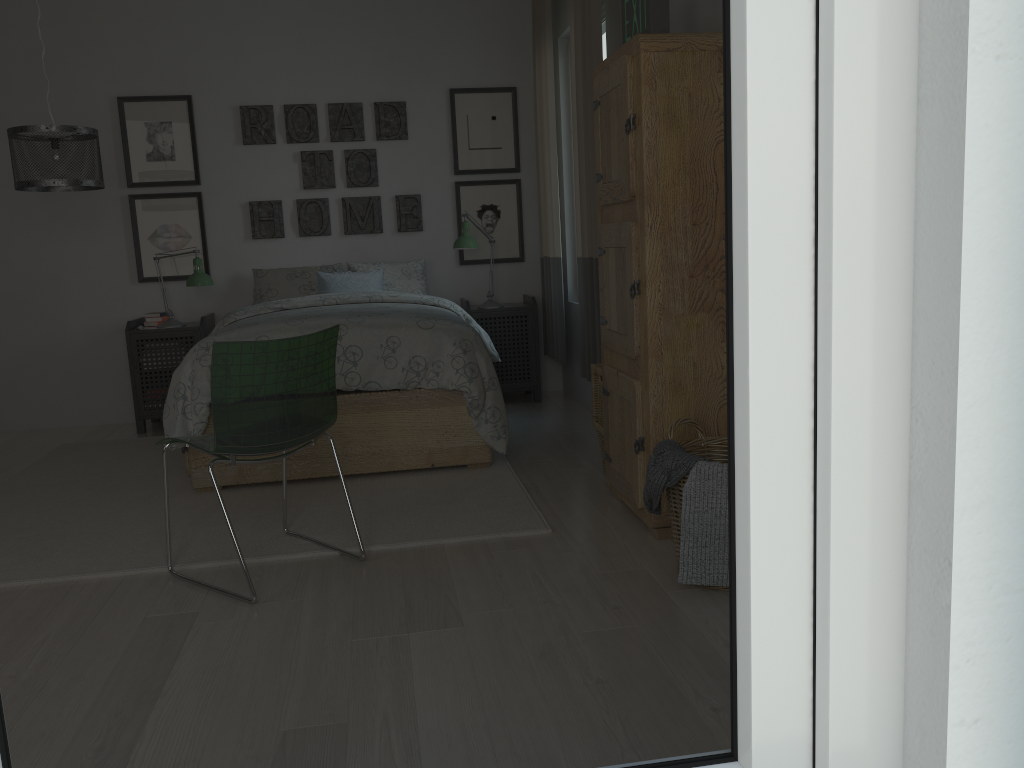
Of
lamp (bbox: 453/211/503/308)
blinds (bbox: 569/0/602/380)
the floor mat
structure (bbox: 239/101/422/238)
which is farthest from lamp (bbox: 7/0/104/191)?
blinds (bbox: 569/0/602/380)

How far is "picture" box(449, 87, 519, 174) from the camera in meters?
5.5

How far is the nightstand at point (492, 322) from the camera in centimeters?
531cm

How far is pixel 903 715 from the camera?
0.5 meters

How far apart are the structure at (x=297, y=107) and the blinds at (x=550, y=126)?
0.76m

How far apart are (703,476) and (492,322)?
3.1 meters

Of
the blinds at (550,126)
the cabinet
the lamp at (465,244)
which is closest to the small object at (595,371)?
the cabinet

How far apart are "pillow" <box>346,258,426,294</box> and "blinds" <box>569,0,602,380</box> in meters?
1.3

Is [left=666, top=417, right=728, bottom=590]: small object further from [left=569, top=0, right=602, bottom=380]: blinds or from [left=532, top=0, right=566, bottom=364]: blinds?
[left=532, top=0, right=566, bottom=364]: blinds

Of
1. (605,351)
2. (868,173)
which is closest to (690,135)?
(605,351)
